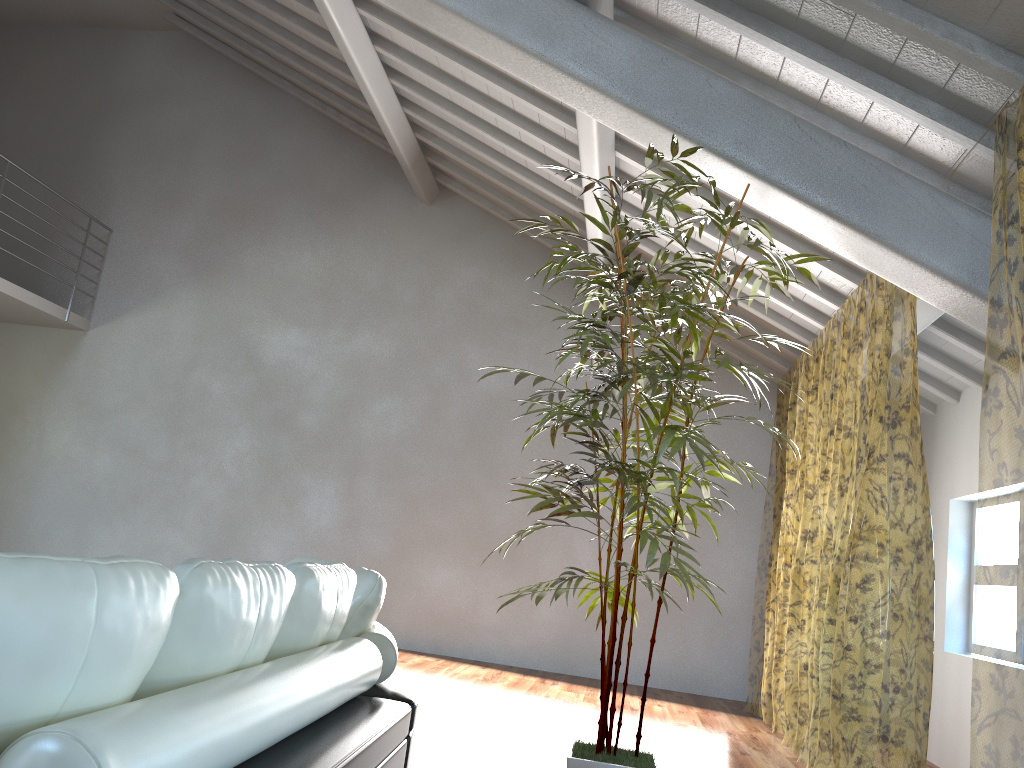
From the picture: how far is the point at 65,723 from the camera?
0.9 meters

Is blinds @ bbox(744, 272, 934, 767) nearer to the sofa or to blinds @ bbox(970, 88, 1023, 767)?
blinds @ bbox(970, 88, 1023, 767)

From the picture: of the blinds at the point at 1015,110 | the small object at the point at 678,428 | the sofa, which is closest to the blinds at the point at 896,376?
the blinds at the point at 1015,110

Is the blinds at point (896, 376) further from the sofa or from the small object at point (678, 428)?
the sofa

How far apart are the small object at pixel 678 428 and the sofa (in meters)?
0.56

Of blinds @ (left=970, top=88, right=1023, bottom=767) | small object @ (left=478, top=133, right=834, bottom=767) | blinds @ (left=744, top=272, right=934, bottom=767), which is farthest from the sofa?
blinds @ (left=744, top=272, right=934, bottom=767)

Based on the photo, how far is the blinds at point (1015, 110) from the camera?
7.7 meters

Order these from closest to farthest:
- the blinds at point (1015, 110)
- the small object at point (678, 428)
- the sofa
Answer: the sofa, the small object at point (678, 428), the blinds at point (1015, 110)

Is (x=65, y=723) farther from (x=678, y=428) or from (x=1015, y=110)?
(x=1015, y=110)

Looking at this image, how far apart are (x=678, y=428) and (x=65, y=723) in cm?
224
